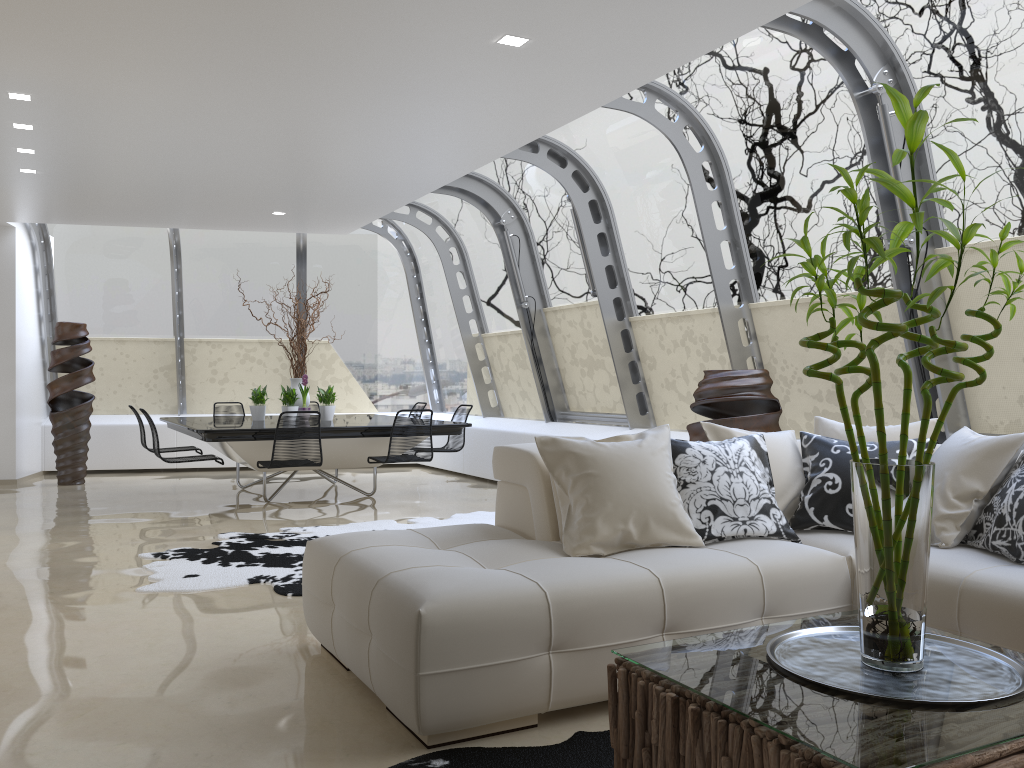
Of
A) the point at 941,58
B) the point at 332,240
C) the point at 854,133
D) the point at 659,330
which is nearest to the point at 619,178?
the point at 659,330

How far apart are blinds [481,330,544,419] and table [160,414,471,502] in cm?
159

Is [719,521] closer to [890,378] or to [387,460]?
[890,378]

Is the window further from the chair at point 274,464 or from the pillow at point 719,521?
the chair at point 274,464

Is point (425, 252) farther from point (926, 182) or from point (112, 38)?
point (926, 182)

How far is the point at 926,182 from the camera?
5.12m

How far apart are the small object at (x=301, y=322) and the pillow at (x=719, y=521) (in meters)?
5.79

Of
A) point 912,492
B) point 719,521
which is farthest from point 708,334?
point 912,492

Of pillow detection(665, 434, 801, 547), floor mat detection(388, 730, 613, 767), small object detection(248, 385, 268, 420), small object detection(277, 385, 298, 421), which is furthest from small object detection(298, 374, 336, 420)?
floor mat detection(388, 730, 613, 767)

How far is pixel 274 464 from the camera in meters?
7.3
